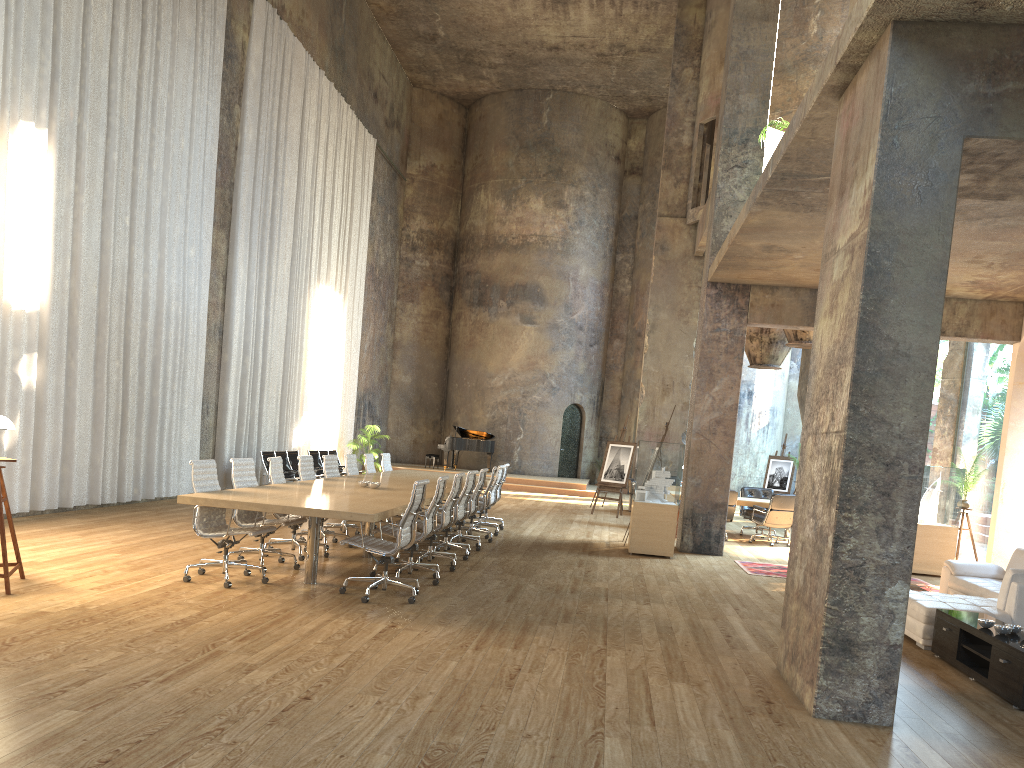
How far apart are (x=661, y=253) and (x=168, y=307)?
10.8 meters

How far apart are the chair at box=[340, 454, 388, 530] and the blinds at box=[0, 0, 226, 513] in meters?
3.2

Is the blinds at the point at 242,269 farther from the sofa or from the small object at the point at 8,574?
the sofa

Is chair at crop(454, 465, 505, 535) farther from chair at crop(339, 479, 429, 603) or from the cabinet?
the cabinet

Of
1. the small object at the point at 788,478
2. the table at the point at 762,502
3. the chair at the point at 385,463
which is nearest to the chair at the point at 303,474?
the chair at the point at 385,463

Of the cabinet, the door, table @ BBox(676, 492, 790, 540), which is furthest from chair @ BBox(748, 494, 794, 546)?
the door

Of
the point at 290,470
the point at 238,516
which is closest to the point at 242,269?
the point at 290,470

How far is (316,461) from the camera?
17.81m

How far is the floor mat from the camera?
11.0 meters

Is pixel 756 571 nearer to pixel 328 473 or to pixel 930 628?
pixel 930 628
